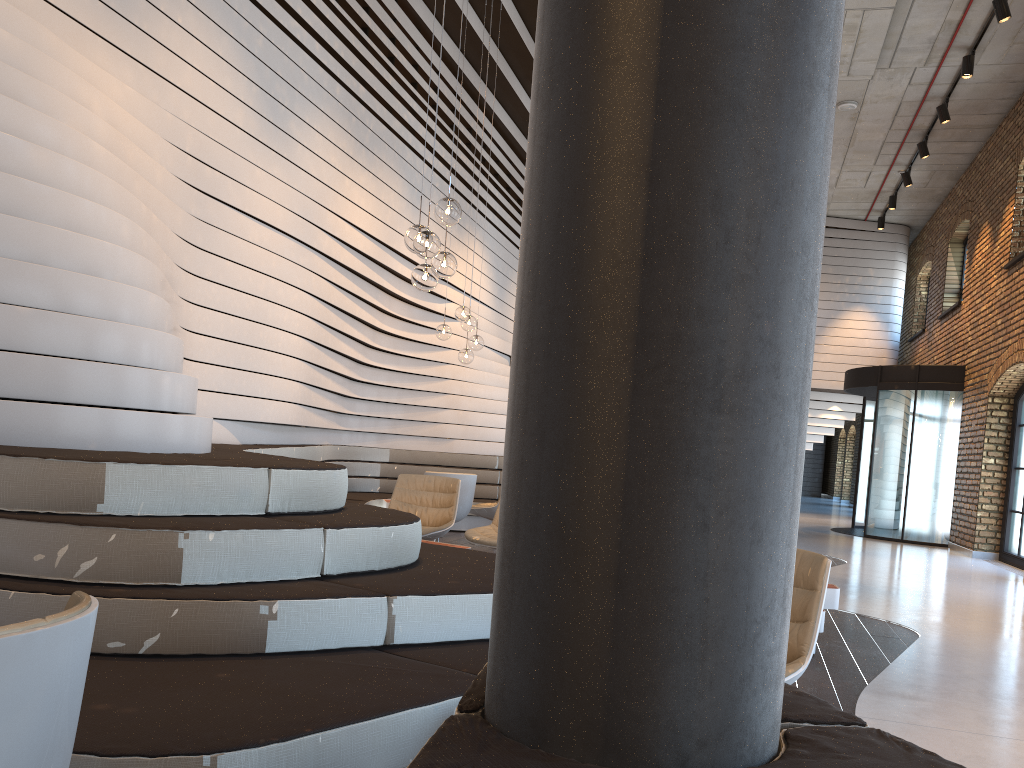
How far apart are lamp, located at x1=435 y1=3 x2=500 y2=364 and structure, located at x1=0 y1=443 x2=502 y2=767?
1.67m

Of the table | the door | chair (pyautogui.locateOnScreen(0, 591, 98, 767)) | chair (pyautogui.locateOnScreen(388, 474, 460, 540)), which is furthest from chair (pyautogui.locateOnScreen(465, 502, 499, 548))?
the door

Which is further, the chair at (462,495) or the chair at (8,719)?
the chair at (462,495)

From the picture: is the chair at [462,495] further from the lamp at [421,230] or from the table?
the table

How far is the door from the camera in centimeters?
1343cm

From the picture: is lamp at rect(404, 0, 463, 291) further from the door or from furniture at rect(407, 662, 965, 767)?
the door

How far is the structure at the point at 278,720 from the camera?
2.0 meters

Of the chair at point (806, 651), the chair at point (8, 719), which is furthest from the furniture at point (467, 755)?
the chair at point (806, 651)

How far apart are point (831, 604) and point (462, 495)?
3.83m

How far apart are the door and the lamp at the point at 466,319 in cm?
802
